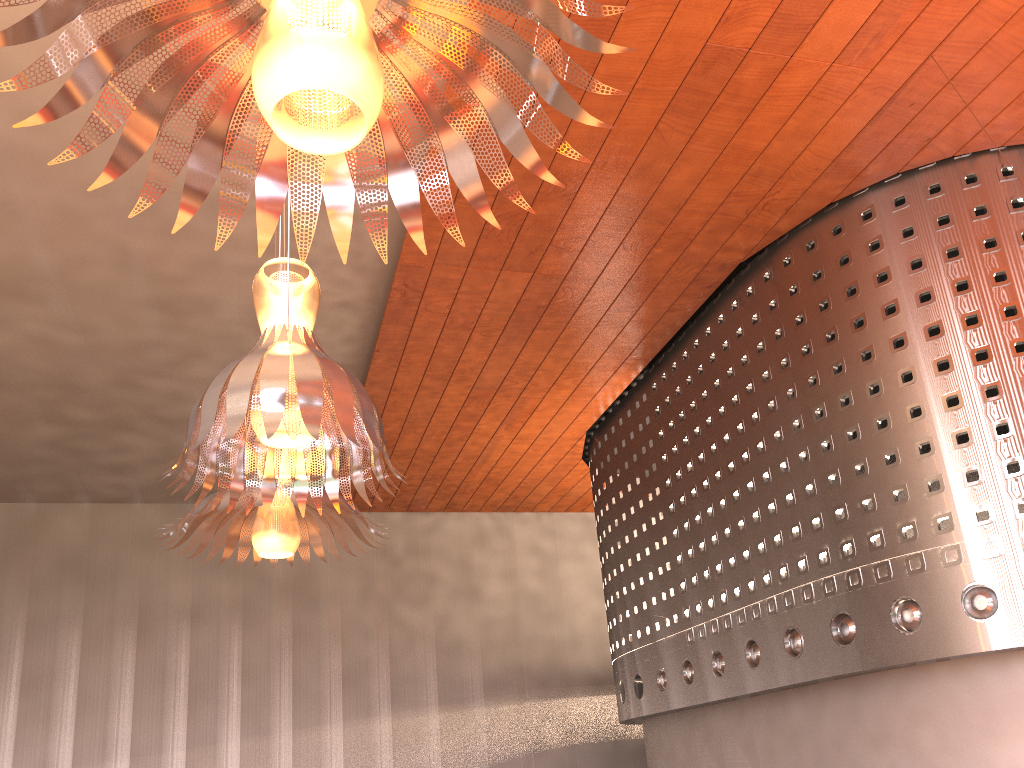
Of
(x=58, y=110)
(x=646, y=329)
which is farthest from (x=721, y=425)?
(x=58, y=110)
